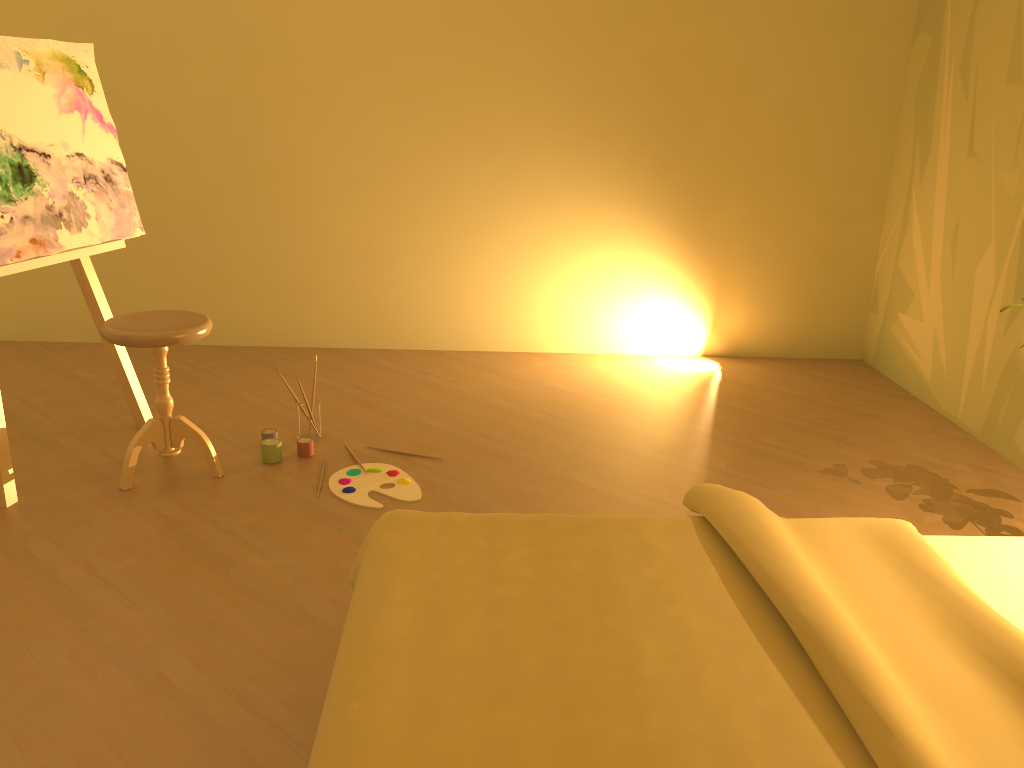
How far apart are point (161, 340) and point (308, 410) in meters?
0.7

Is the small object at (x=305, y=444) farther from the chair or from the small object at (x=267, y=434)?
the chair

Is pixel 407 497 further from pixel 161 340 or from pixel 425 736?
pixel 425 736

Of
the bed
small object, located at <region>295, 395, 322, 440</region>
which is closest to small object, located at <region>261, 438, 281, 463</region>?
small object, located at <region>295, 395, 322, 440</region>

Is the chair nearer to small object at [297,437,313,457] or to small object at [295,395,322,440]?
small object at [297,437,313,457]

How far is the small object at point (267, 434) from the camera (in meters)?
3.35

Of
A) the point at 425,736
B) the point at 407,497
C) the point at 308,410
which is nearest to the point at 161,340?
the point at 308,410

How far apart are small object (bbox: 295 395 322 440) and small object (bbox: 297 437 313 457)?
0.1 meters

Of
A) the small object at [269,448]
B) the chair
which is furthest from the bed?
the small object at [269,448]

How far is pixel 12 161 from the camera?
2.9 meters
